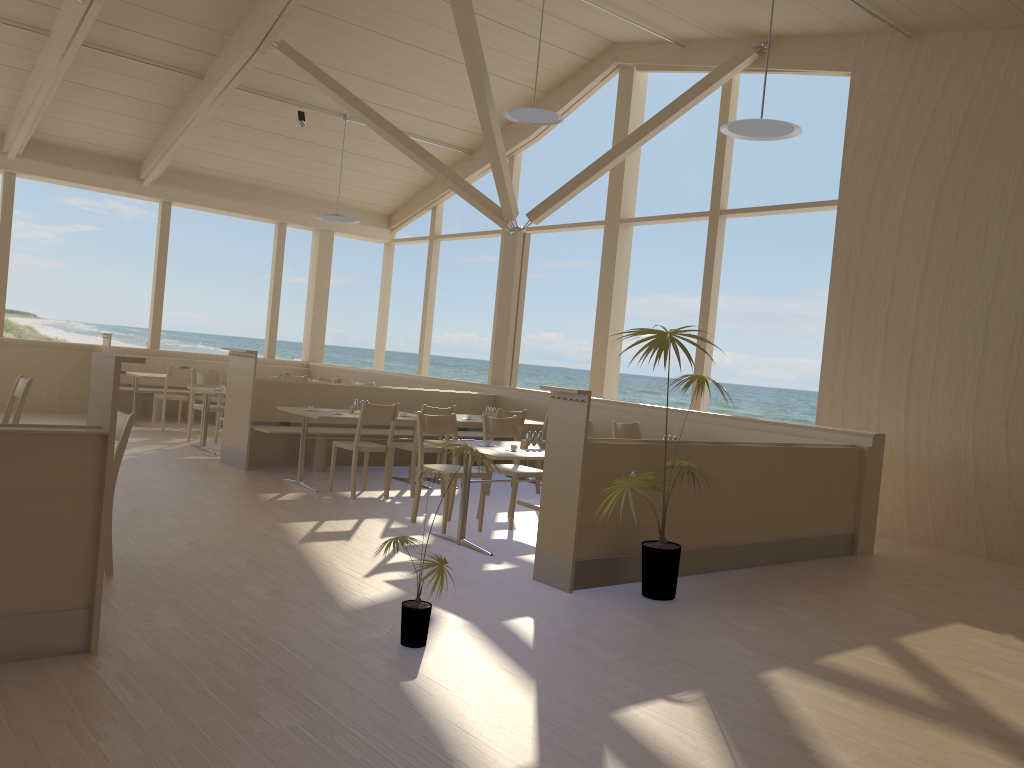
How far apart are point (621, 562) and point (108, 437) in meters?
2.9 m

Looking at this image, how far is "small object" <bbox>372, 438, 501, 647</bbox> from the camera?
3.6m

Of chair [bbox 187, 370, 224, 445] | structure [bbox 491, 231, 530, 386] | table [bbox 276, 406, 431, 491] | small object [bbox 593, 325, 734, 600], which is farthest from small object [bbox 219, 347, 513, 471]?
small object [bbox 593, 325, 734, 600]

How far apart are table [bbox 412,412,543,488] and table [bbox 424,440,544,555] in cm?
199

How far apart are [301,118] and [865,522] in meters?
8.0

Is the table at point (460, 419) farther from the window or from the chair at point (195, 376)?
the chair at point (195, 376)

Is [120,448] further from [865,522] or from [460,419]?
[865,522]

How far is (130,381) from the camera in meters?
11.9

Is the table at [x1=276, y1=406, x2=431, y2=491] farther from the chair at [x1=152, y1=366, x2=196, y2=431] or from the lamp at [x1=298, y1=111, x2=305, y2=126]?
the lamp at [x1=298, y1=111, x2=305, y2=126]

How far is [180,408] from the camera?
11.04m
